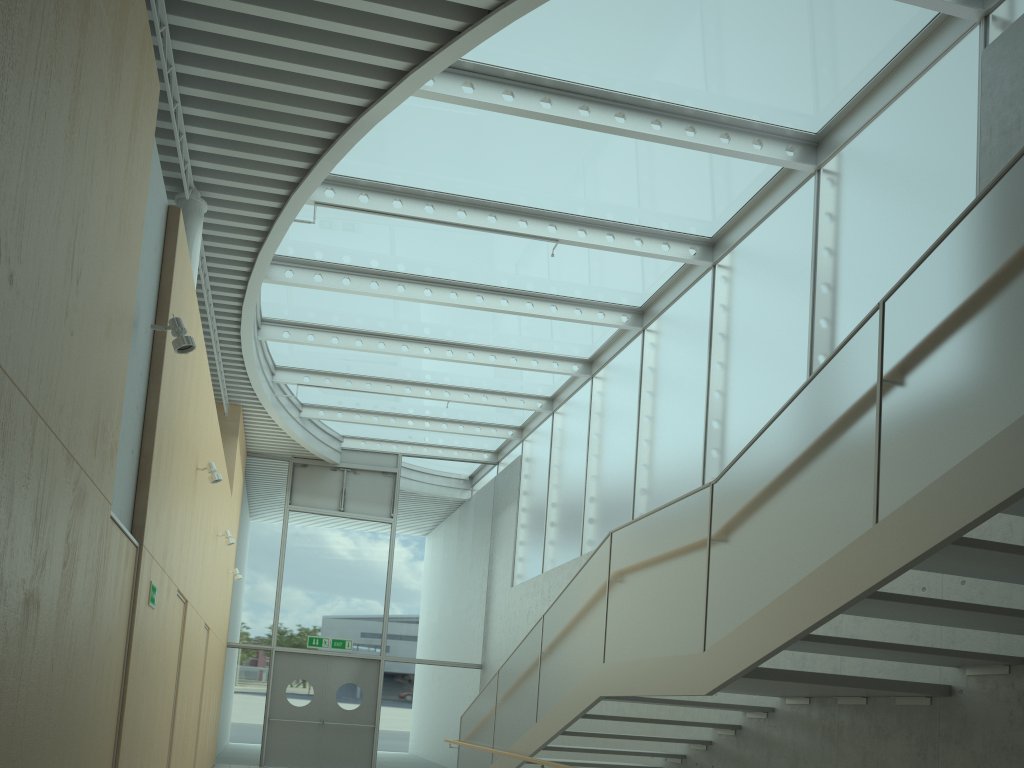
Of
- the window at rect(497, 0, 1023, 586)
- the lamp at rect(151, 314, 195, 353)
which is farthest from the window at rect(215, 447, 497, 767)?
the lamp at rect(151, 314, 195, 353)

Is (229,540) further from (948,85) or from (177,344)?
(948,85)

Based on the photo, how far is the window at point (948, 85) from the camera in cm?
625

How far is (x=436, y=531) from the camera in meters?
16.3 m

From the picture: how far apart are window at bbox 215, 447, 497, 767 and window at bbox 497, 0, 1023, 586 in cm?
70

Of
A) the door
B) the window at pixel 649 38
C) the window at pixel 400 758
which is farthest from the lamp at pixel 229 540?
the door

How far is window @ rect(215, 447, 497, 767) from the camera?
14.8 meters

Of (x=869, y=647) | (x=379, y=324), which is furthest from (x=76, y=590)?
(x=379, y=324)

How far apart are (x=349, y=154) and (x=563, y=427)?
6.5m

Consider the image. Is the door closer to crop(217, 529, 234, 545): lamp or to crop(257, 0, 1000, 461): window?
crop(257, 0, 1000, 461): window
